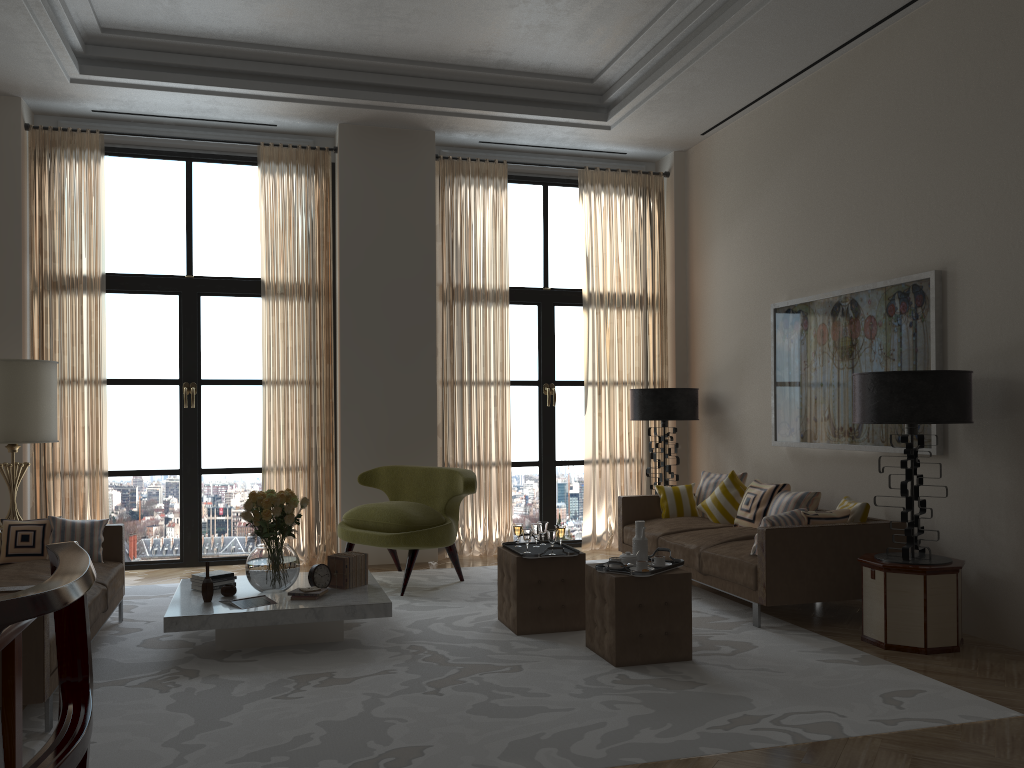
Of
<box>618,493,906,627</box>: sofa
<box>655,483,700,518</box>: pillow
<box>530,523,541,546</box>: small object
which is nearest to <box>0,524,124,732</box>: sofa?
<box>530,523,541,546</box>: small object

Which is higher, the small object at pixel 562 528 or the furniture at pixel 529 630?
the small object at pixel 562 528

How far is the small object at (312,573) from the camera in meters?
6.9 m

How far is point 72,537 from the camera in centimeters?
707cm

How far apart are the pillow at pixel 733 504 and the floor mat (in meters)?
0.97

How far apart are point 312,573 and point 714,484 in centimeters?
467cm

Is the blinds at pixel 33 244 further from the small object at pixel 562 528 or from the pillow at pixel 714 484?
the pillow at pixel 714 484

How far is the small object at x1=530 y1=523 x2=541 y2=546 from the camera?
7.3m

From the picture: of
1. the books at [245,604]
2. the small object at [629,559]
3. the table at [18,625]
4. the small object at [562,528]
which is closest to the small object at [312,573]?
the books at [245,604]

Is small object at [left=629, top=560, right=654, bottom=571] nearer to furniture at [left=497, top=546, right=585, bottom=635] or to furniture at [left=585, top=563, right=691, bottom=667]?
furniture at [left=585, top=563, right=691, bottom=667]
